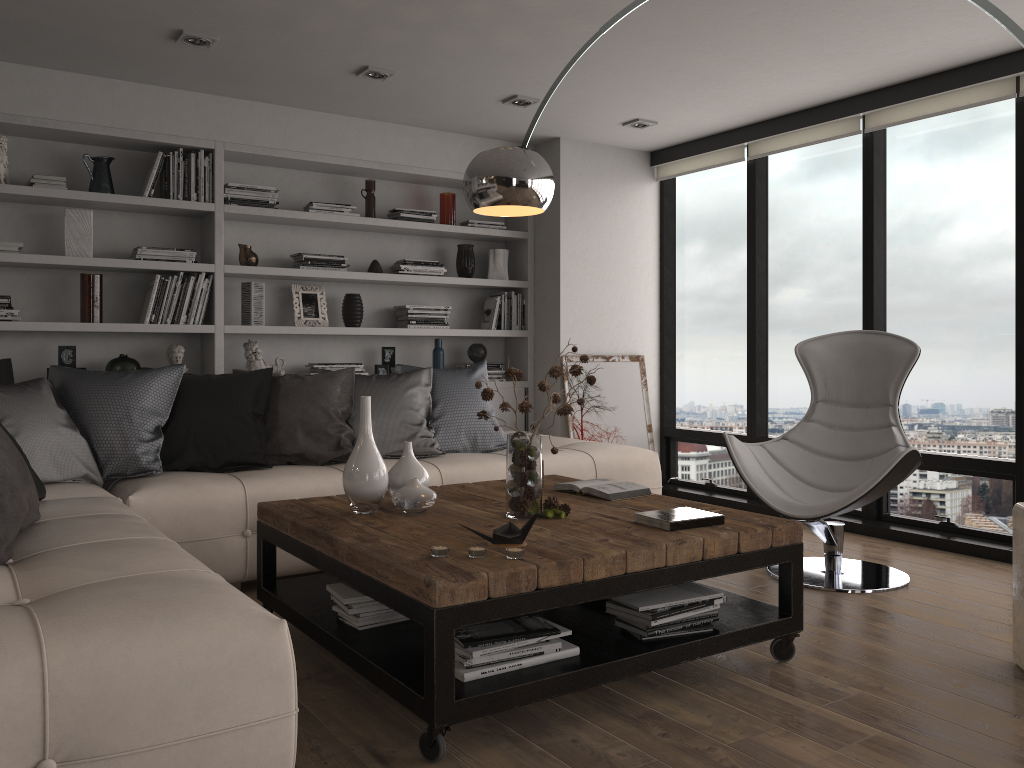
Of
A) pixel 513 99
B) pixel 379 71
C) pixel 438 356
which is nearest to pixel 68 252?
pixel 379 71

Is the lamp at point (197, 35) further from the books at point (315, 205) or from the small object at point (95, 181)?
the books at point (315, 205)

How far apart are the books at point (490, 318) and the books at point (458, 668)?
3.6m

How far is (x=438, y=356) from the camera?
5.8 meters

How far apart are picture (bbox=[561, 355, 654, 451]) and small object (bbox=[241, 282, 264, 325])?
2.0 meters

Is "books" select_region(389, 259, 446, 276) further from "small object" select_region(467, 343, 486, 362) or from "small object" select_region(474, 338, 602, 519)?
"small object" select_region(474, 338, 602, 519)

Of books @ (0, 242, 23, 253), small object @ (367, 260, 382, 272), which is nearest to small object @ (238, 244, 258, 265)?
small object @ (367, 260, 382, 272)

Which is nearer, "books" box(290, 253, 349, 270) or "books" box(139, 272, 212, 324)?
"books" box(139, 272, 212, 324)

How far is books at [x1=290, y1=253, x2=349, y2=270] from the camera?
5.3m

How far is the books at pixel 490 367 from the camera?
6.0 meters
